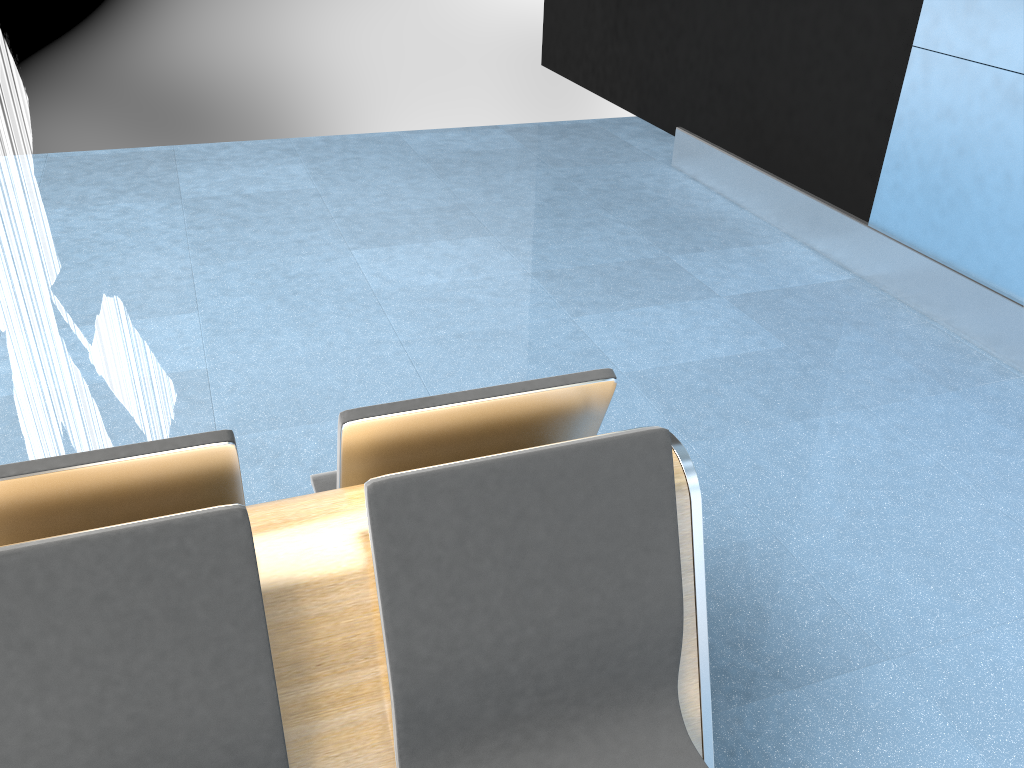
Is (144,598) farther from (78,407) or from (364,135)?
(364,135)

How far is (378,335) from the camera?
3.57m

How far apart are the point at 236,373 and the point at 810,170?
3.42m

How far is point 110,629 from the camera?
1.2 meters

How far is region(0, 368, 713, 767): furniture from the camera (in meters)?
1.17

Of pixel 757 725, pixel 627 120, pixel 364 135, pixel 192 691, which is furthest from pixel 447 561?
pixel 627 120
